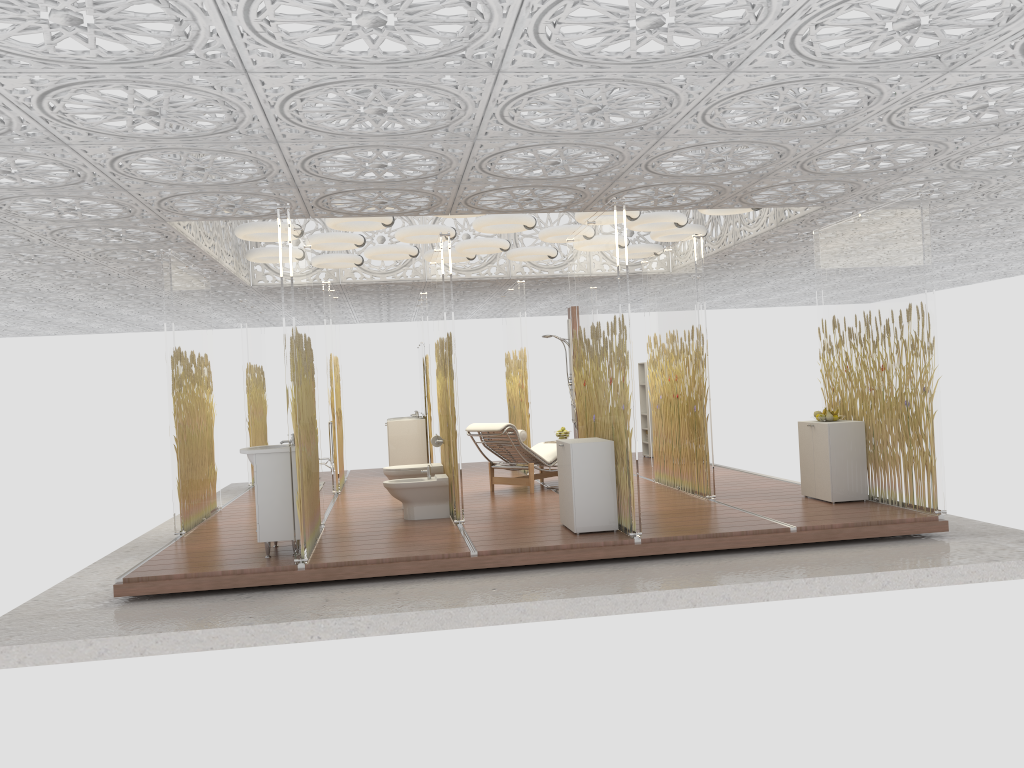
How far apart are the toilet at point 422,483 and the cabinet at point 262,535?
1.6 meters

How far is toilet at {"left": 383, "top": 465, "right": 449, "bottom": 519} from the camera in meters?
8.3 m

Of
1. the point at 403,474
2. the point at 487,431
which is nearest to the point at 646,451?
the point at 487,431

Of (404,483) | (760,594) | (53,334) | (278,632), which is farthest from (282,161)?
(53,334)

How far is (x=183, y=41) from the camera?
3.90m

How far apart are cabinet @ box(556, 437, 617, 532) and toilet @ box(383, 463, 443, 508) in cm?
194

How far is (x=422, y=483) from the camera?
8.3 meters

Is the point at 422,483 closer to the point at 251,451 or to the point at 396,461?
the point at 251,451

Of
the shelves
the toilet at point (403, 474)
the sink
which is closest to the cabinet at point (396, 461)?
the shelves

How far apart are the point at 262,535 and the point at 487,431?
3.49m
